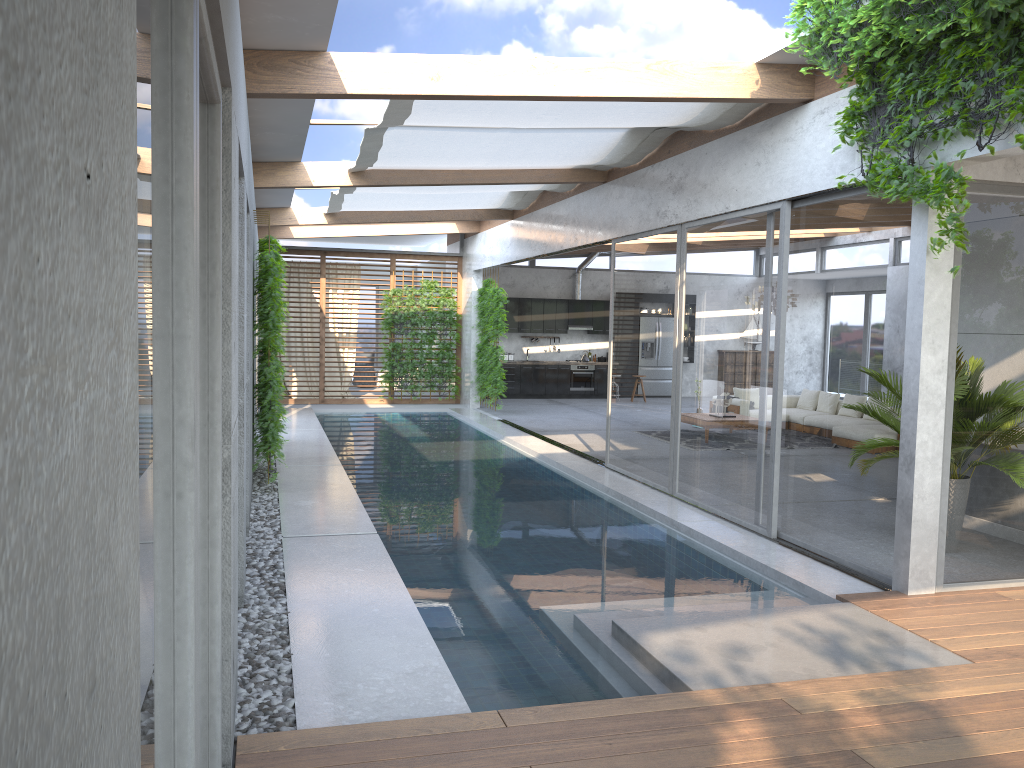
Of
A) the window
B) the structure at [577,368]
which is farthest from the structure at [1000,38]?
the structure at [577,368]

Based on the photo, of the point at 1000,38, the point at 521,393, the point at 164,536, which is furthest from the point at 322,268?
the point at 164,536

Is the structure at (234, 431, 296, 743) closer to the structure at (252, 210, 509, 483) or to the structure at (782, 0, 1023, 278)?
the structure at (252, 210, 509, 483)

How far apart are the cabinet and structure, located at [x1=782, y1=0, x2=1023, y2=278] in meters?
14.2

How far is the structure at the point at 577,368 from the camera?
20.5 meters

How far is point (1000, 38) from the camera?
4.7m

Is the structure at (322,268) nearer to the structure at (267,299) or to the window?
the window

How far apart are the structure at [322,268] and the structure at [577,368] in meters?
3.8 m

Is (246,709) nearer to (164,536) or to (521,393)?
(164,536)

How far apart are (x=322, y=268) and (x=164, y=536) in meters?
16.5
